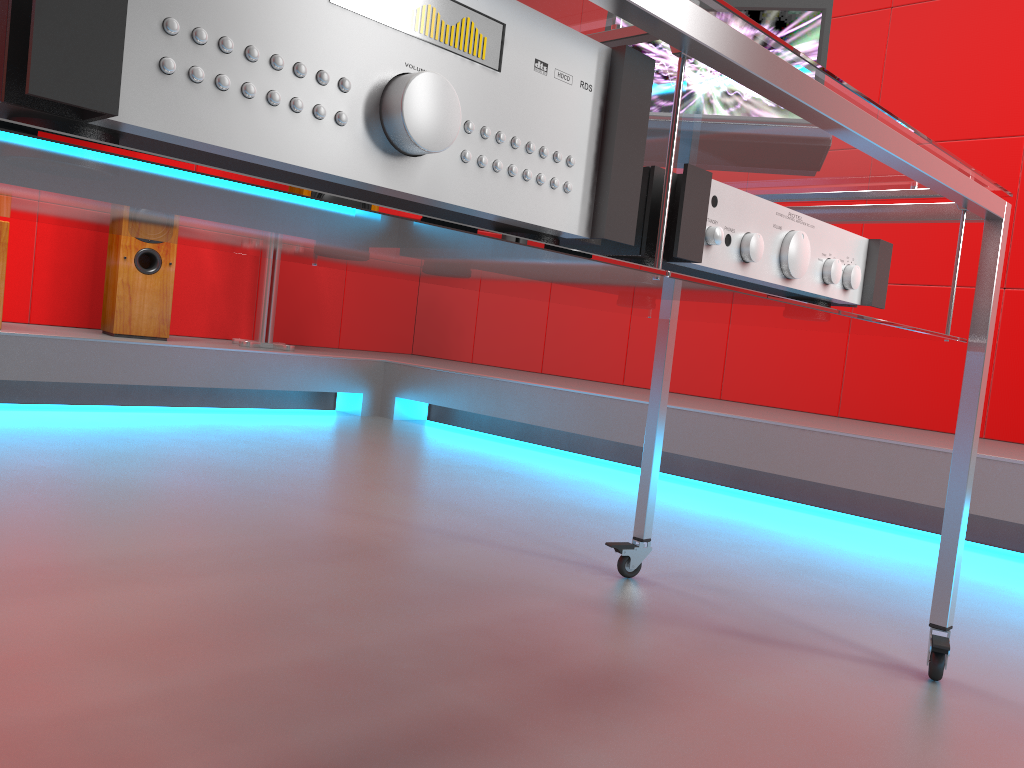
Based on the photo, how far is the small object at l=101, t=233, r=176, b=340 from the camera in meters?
3.3 m

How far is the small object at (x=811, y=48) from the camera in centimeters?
131cm

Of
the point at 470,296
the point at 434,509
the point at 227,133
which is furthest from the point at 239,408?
the point at 227,133

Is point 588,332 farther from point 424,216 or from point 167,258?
point 424,216

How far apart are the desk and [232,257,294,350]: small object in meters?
2.5 m

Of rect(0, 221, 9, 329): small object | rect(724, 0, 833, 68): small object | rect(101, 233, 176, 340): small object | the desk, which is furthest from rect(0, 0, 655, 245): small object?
rect(101, 233, 176, 340): small object

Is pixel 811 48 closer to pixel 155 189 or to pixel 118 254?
pixel 155 189

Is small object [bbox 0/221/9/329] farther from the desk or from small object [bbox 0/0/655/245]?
small object [bbox 0/0/655/245]

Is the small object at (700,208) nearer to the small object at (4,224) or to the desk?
the desk

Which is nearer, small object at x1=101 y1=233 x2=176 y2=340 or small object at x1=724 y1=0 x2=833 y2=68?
small object at x1=724 y1=0 x2=833 y2=68
